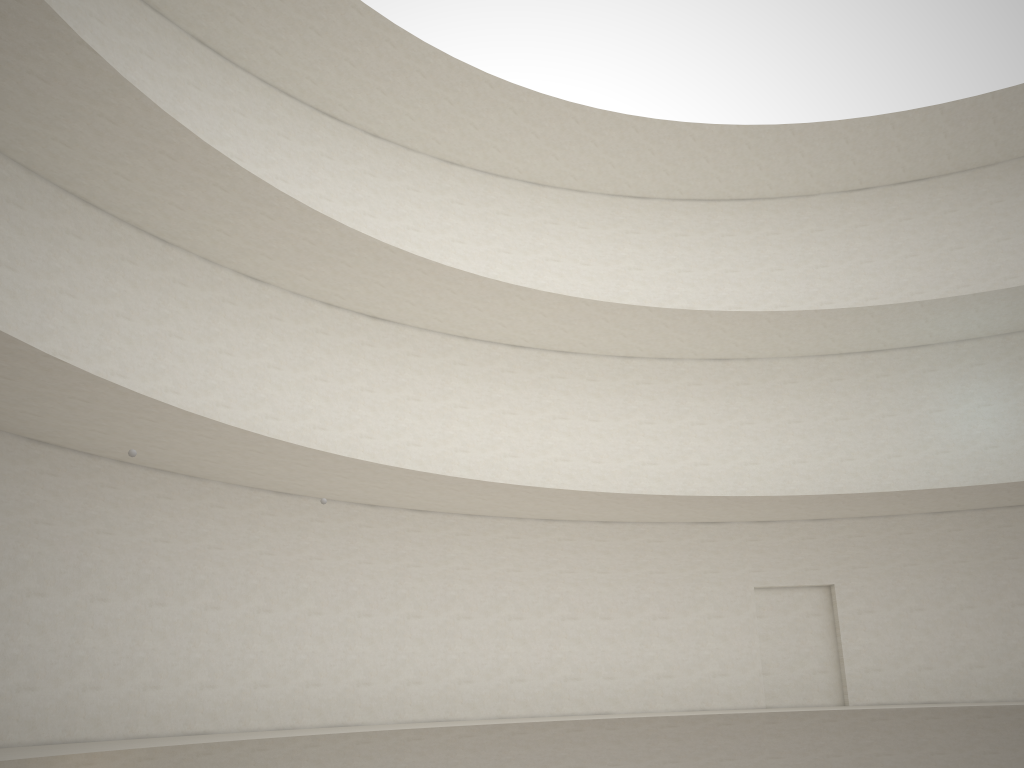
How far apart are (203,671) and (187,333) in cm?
568
